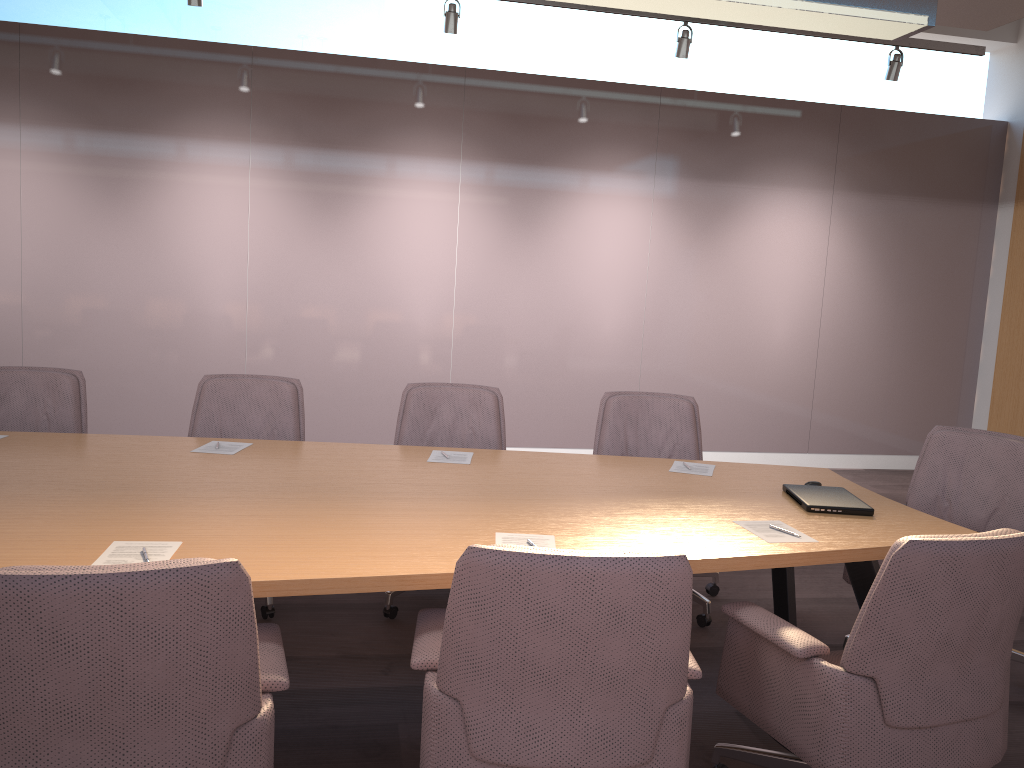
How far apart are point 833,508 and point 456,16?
3.85m

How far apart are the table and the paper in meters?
0.0

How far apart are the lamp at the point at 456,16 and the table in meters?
2.9 m

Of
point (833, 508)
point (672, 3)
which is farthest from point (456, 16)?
point (833, 508)

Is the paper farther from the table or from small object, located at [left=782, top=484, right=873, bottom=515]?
small object, located at [left=782, top=484, right=873, bottom=515]

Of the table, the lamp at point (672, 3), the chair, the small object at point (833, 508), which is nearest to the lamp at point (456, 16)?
the chair

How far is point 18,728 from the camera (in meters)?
1.54

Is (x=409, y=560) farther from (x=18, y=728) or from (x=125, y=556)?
(x=18, y=728)

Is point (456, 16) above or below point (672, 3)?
above

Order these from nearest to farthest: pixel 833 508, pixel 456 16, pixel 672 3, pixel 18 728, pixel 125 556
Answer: pixel 18 728 < pixel 125 556 < pixel 672 3 < pixel 833 508 < pixel 456 16
